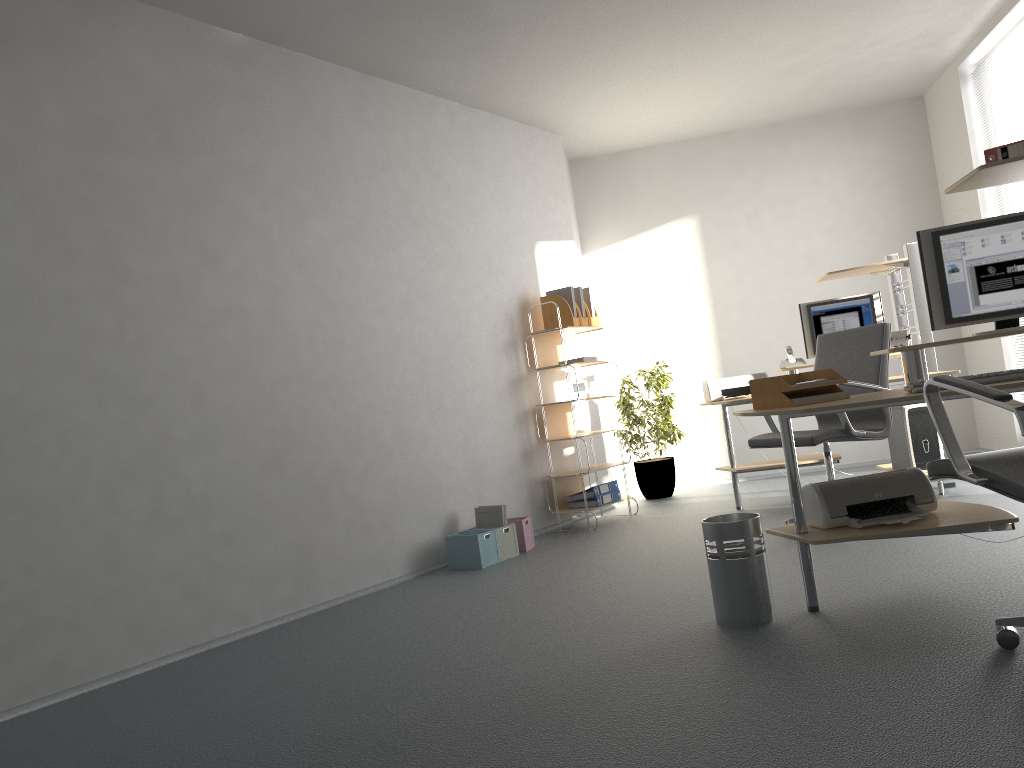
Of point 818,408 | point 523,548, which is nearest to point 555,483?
point 523,548

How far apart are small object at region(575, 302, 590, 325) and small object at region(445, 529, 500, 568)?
1.83m

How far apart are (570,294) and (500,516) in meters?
1.8

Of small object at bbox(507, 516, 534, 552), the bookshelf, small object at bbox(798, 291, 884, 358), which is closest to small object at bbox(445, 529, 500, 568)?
small object at bbox(507, 516, 534, 552)

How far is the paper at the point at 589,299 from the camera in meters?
6.4

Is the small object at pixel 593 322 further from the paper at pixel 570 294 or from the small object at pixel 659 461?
the small object at pixel 659 461

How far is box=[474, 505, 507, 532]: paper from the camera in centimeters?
530cm

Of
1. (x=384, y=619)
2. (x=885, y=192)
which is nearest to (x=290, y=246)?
(x=384, y=619)

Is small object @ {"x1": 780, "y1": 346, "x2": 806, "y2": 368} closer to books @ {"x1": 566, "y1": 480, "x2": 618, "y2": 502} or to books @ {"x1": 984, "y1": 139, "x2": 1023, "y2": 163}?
books @ {"x1": 566, "y1": 480, "x2": 618, "y2": 502}

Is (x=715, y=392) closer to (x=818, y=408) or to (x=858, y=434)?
→ (x=858, y=434)
